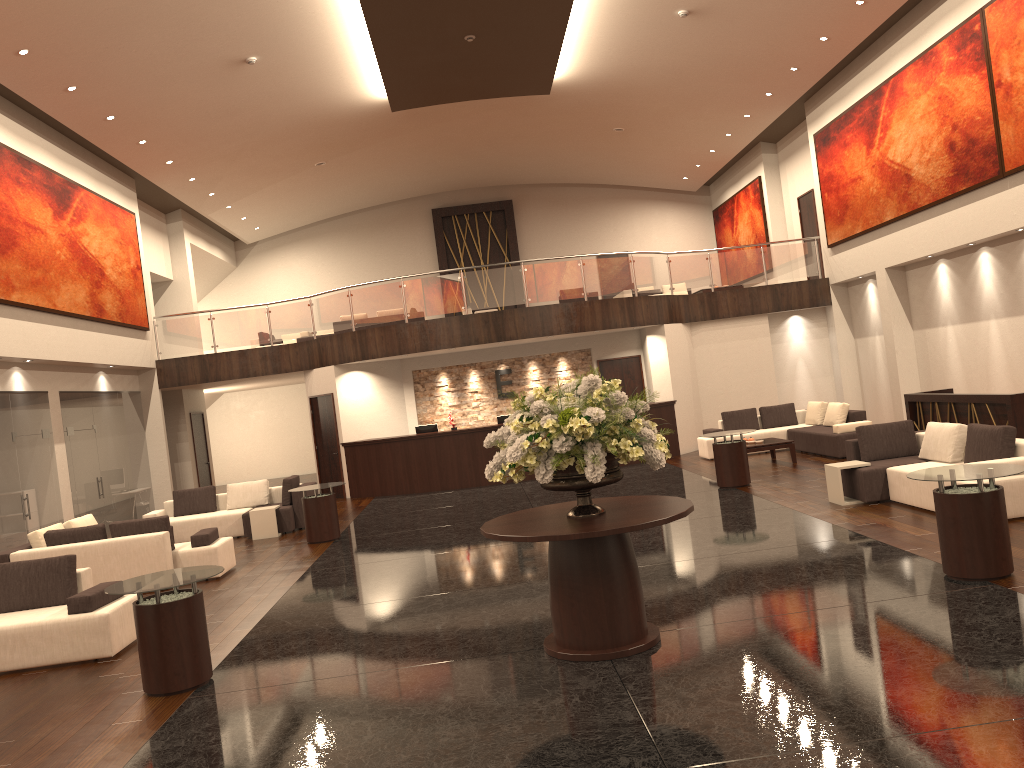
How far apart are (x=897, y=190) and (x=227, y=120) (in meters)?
12.60

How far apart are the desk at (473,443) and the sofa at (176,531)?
3.0m

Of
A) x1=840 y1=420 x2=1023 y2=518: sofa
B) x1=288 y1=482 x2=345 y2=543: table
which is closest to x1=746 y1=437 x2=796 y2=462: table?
x1=840 y1=420 x2=1023 y2=518: sofa

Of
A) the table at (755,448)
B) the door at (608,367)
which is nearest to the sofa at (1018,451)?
the table at (755,448)

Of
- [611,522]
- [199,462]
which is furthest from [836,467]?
[199,462]

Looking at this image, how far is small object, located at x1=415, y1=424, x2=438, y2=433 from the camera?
18.3 meters

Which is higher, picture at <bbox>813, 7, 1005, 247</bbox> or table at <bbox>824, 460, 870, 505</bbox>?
picture at <bbox>813, 7, 1005, 247</bbox>

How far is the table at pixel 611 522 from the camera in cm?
580

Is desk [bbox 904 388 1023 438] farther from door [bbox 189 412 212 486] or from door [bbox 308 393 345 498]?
door [bbox 189 412 212 486]

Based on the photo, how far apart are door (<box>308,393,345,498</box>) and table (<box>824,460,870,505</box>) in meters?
10.9
